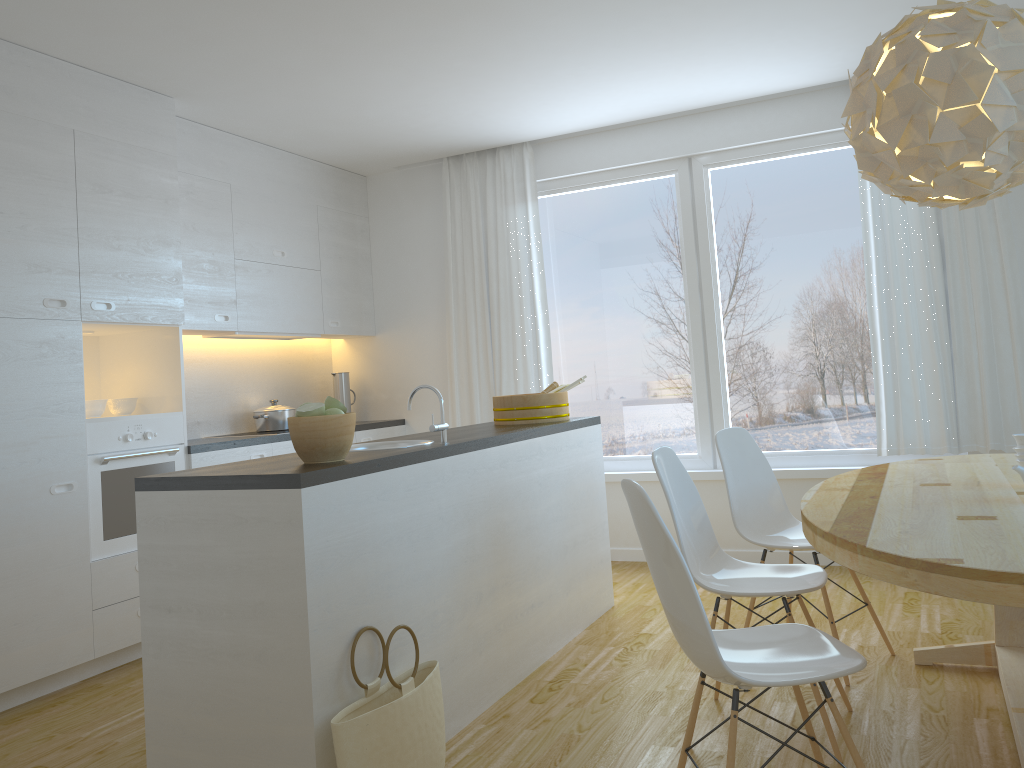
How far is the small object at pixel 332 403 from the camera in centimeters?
274cm

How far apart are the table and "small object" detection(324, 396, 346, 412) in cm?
141

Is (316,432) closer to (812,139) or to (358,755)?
(358,755)

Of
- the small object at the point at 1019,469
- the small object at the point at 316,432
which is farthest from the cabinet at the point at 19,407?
the small object at the point at 1019,469

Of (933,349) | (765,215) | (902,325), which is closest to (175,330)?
(765,215)

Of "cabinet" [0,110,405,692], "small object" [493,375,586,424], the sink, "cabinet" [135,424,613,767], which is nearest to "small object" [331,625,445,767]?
"cabinet" [135,424,613,767]

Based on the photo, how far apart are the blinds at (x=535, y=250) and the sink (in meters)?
2.30

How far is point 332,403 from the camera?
2.7m

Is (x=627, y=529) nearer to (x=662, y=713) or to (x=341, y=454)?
(x=662, y=713)

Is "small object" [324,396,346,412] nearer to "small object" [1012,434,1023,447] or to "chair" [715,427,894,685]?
"chair" [715,427,894,685]
